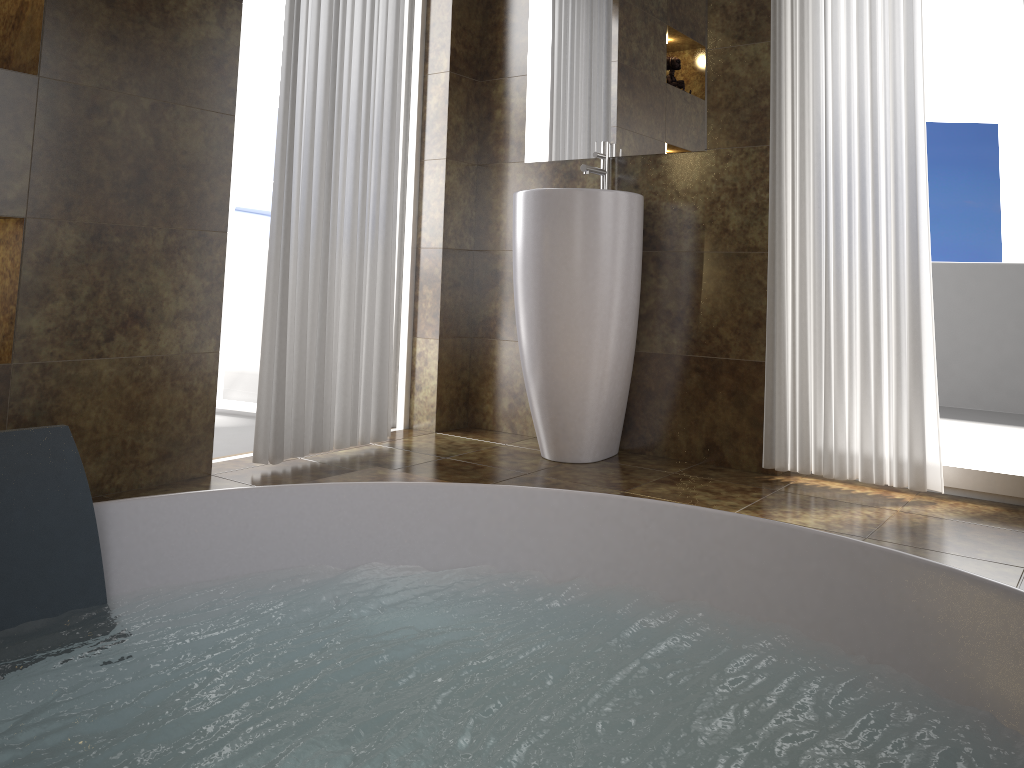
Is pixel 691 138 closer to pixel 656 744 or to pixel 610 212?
pixel 610 212

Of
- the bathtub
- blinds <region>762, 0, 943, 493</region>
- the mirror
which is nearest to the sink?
the mirror

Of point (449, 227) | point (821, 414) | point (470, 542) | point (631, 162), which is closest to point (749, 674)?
point (470, 542)

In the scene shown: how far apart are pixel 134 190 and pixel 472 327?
1.5m

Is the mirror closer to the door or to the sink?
the sink

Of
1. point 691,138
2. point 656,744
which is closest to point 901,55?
point 691,138

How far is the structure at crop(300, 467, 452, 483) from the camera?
2.13m

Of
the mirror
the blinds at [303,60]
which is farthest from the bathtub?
the mirror

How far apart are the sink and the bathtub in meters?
1.2 m

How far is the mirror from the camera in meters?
2.9 m
